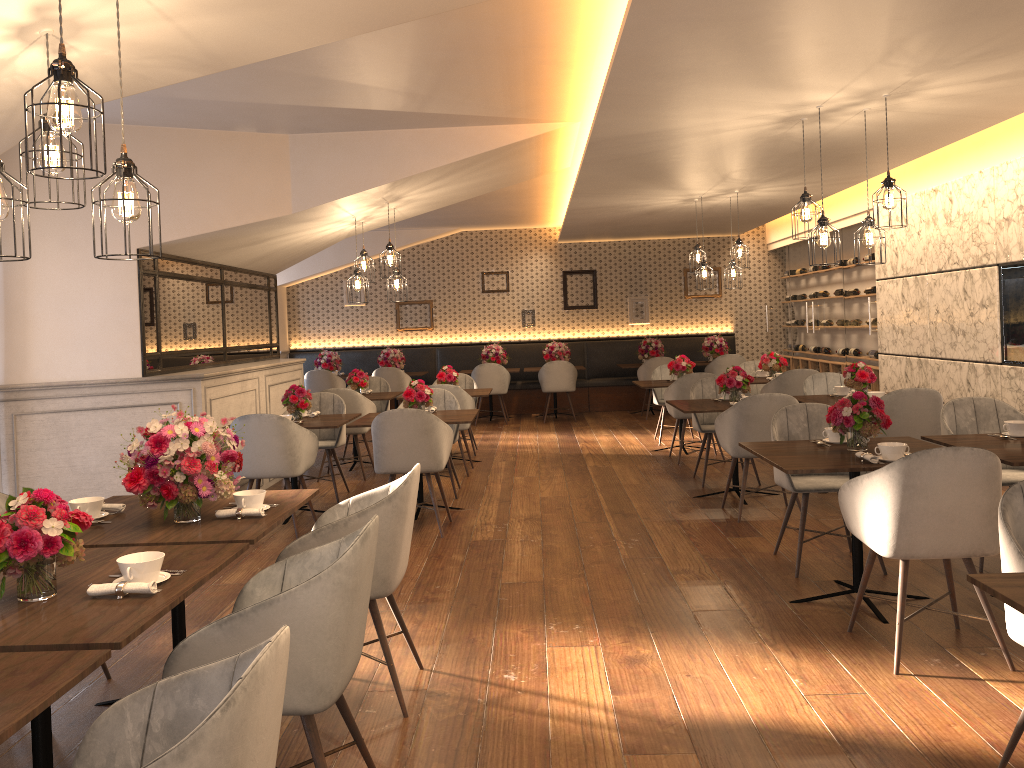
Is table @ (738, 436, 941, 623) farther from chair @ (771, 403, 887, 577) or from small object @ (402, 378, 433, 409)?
small object @ (402, 378, 433, 409)

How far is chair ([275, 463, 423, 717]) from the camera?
3.2m

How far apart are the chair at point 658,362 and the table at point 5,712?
10.7m

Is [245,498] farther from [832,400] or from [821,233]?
[832,400]

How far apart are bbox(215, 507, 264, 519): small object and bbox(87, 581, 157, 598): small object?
0.89m

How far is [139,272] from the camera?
6.3m

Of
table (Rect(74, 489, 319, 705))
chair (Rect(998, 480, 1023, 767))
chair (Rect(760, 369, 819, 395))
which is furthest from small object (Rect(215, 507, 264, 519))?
chair (Rect(760, 369, 819, 395))

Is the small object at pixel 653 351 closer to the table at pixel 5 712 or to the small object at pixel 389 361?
the small object at pixel 389 361

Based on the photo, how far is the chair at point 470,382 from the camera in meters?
9.9

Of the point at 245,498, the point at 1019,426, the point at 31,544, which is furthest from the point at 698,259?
the point at 31,544
